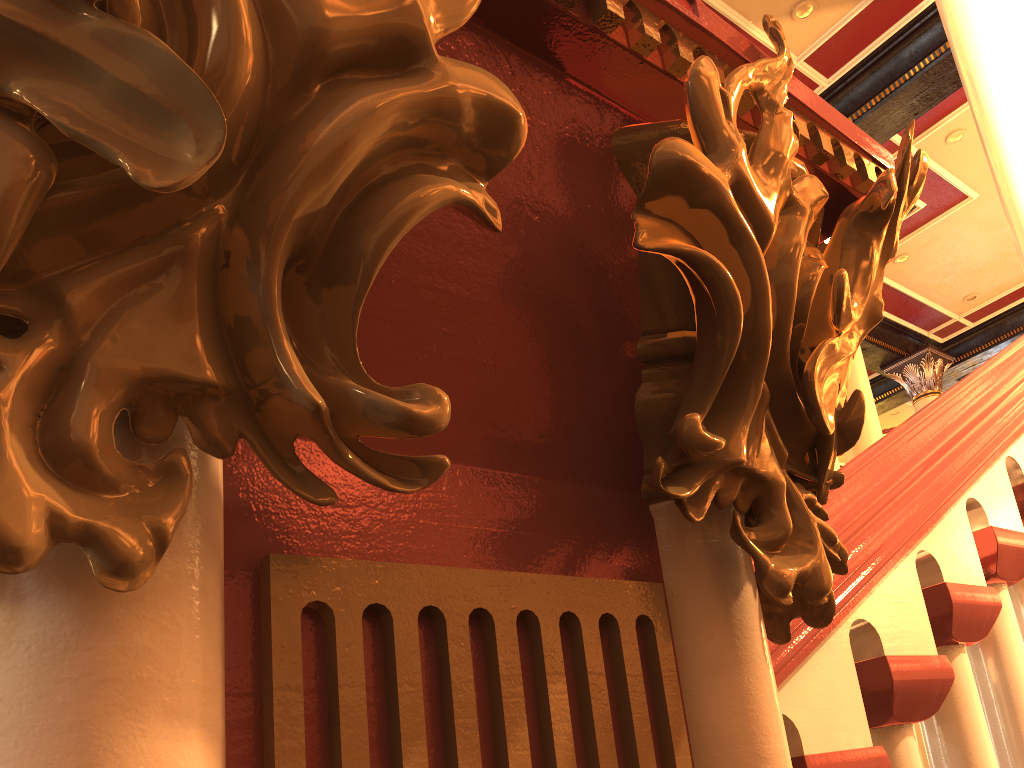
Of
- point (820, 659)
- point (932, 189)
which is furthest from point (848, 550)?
point (932, 189)

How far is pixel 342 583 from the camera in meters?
0.3 m

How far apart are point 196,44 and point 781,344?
0.3 meters
